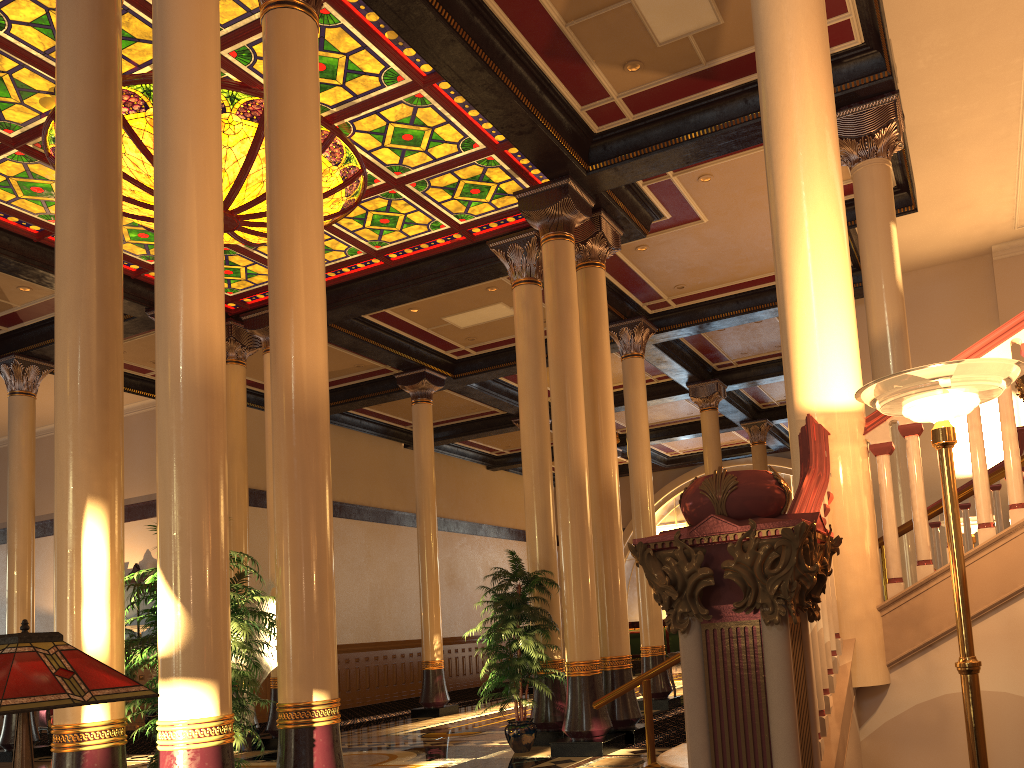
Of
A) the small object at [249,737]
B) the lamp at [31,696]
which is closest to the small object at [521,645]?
the small object at [249,737]

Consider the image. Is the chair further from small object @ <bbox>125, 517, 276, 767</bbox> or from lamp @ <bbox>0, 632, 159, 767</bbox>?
lamp @ <bbox>0, 632, 159, 767</bbox>

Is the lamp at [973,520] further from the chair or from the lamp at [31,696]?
the chair

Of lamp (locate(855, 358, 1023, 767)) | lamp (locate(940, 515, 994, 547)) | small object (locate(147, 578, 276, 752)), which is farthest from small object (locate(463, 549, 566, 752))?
lamp (locate(855, 358, 1023, 767))

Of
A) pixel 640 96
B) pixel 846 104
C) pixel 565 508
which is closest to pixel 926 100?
pixel 846 104

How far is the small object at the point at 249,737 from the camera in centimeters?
1085cm

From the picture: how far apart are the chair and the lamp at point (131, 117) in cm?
953

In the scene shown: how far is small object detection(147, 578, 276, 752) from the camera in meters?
10.8 m

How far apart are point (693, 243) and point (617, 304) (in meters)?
1.90

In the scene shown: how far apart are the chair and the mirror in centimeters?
204cm
